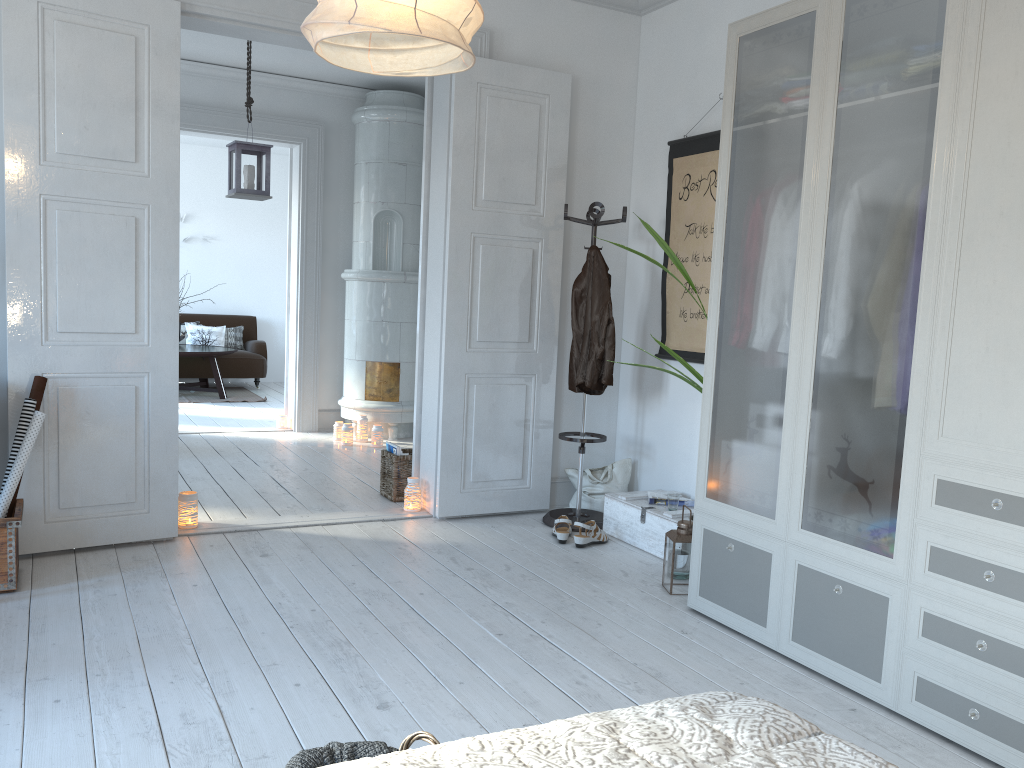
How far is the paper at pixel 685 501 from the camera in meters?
4.3 m

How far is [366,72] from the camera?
1.8 meters

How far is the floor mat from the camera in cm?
918

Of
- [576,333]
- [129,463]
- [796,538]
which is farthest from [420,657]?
[576,333]

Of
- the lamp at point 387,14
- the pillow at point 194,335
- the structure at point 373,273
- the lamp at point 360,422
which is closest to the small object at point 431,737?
the lamp at point 387,14

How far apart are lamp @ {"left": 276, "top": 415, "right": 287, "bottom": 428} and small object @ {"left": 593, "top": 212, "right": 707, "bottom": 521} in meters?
4.5

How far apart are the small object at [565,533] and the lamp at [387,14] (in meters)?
2.80

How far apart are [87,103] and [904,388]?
4.1 meters

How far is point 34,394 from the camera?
3.5 meters

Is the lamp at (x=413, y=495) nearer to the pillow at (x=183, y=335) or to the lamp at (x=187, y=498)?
the lamp at (x=187, y=498)
